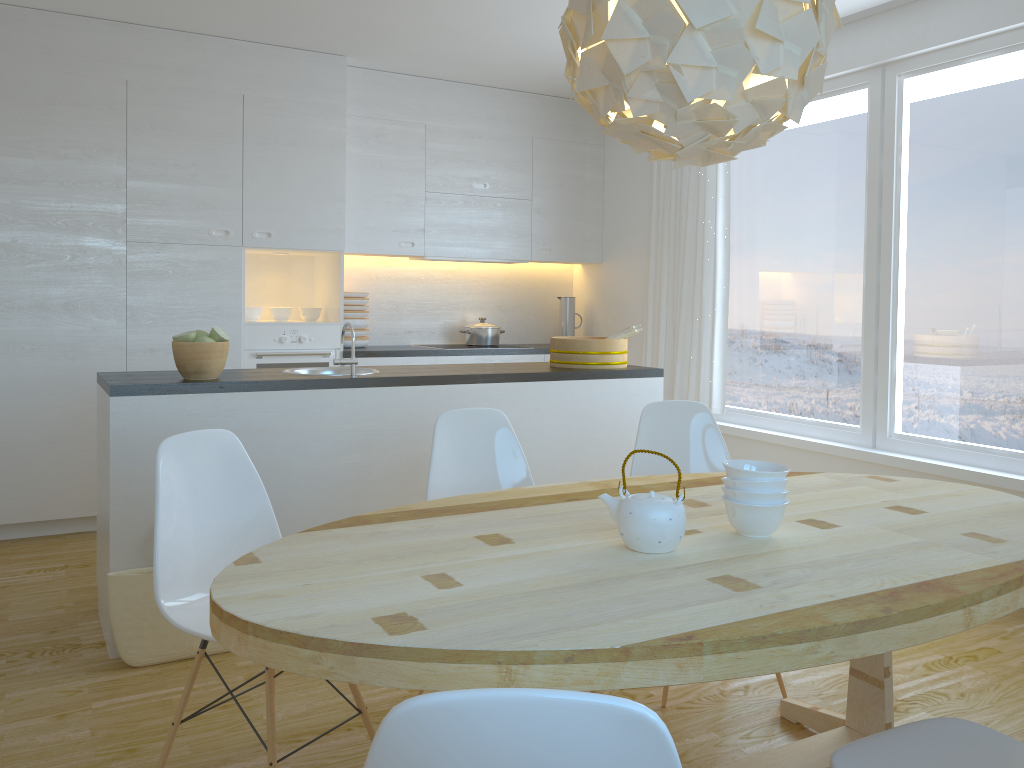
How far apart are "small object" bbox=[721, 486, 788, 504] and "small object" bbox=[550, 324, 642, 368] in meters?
2.1 m

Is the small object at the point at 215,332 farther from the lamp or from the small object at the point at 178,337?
the lamp

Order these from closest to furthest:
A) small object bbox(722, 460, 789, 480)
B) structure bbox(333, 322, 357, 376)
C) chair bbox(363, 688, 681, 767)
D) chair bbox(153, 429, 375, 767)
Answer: chair bbox(363, 688, 681, 767)
small object bbox(722, 460, 789, 480)
chair bbox(153, 429, 375, 767)
structure bbox(333, 322, 357, 376)

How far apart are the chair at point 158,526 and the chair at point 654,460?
1.30m

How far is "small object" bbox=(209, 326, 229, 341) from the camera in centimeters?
332cm

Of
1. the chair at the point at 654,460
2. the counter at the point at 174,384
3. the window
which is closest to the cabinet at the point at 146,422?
the counter at the point at 174,384

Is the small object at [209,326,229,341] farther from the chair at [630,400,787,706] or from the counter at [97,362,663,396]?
the chair at [630,400,787,706]

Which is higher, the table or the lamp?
the lamp

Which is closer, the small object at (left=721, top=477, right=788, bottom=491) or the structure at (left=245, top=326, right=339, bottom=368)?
the small object at (left=721, top=477, right=788, bottom=491)

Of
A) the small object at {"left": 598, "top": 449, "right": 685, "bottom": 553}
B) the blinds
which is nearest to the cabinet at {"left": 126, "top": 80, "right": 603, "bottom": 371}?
the blinds
